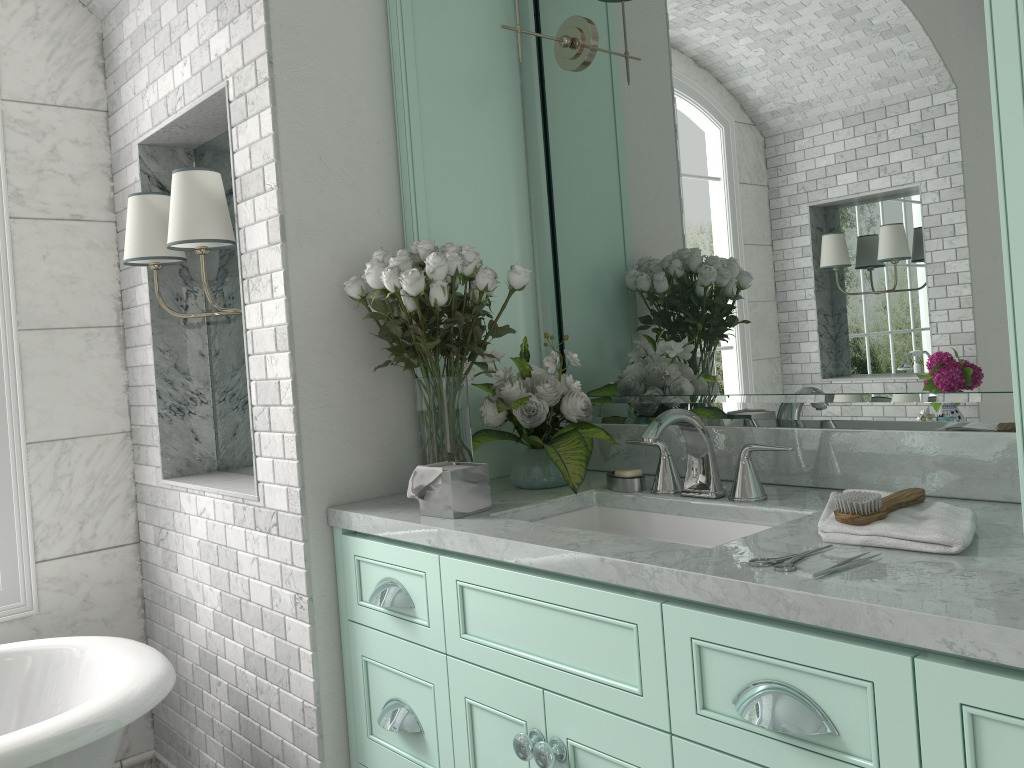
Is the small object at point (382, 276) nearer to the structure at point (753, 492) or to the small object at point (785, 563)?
the structure at point (753, 492)

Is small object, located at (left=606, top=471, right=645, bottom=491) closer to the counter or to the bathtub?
the counter

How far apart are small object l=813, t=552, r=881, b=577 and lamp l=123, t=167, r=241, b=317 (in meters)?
1.77

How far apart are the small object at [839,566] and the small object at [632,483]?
0.8m

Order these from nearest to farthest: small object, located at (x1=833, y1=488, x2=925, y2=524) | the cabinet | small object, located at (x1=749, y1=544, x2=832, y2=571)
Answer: the cabinet → small object, located at (x1=749, y1=544, x2=832, y2=571) → small object, located at (x1=833, y1=488, x2=925, y2=524)

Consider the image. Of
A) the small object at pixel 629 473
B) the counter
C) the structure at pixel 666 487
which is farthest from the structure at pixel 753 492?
the small object at pixel 629 473

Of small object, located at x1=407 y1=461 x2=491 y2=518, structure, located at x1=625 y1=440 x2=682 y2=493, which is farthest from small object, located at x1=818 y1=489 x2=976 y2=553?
small object, located at x1=407 y1=461 x2=491 y2=518

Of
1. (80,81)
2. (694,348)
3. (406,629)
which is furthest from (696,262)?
(80,81)

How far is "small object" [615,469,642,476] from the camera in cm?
212

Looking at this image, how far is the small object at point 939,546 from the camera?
1.4 meters
